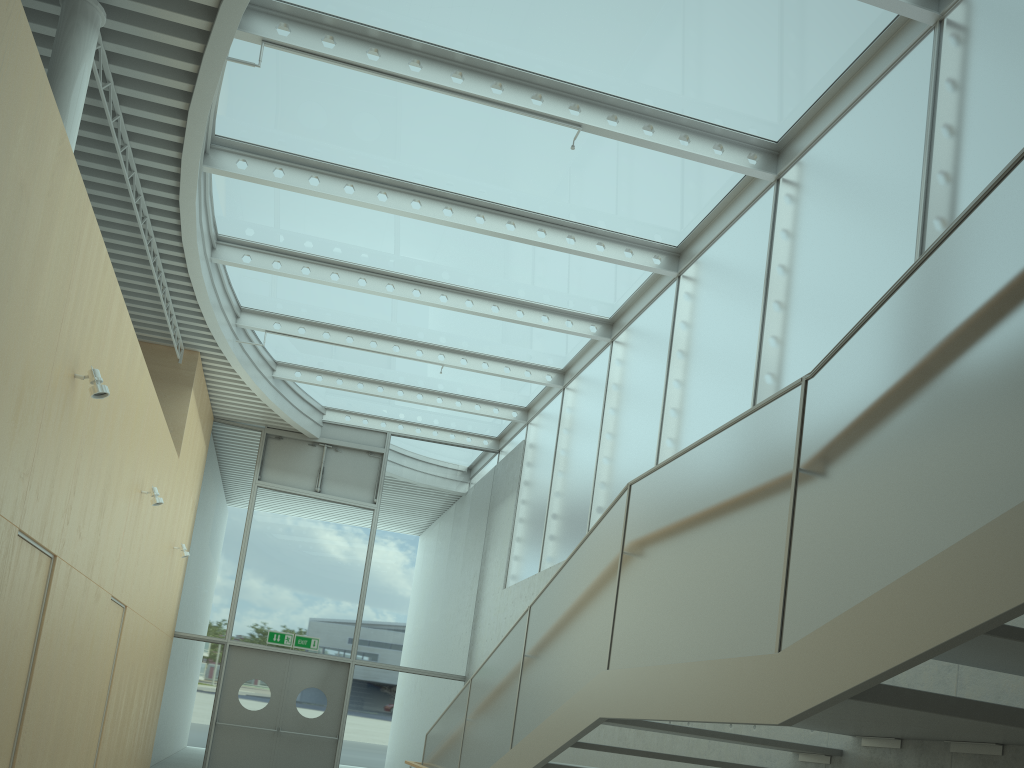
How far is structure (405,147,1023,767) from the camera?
2.24m

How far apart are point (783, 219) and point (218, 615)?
10.2m

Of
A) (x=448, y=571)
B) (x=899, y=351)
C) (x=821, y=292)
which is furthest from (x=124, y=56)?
(x=448, y=571)

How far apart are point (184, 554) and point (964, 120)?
10.1m

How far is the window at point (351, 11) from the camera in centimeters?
650cm

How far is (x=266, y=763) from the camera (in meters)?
12.64

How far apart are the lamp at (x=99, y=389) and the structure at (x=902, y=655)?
3.18m

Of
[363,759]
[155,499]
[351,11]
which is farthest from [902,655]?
[363,759]

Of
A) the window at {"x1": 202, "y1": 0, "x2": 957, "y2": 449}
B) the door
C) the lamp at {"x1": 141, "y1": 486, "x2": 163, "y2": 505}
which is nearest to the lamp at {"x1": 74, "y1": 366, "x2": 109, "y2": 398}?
the window at {"x1": 202, "y1": 0, "x2": 957, "y2": 449}

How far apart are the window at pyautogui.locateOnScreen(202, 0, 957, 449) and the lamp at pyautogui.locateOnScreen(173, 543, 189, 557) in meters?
2.8 m
